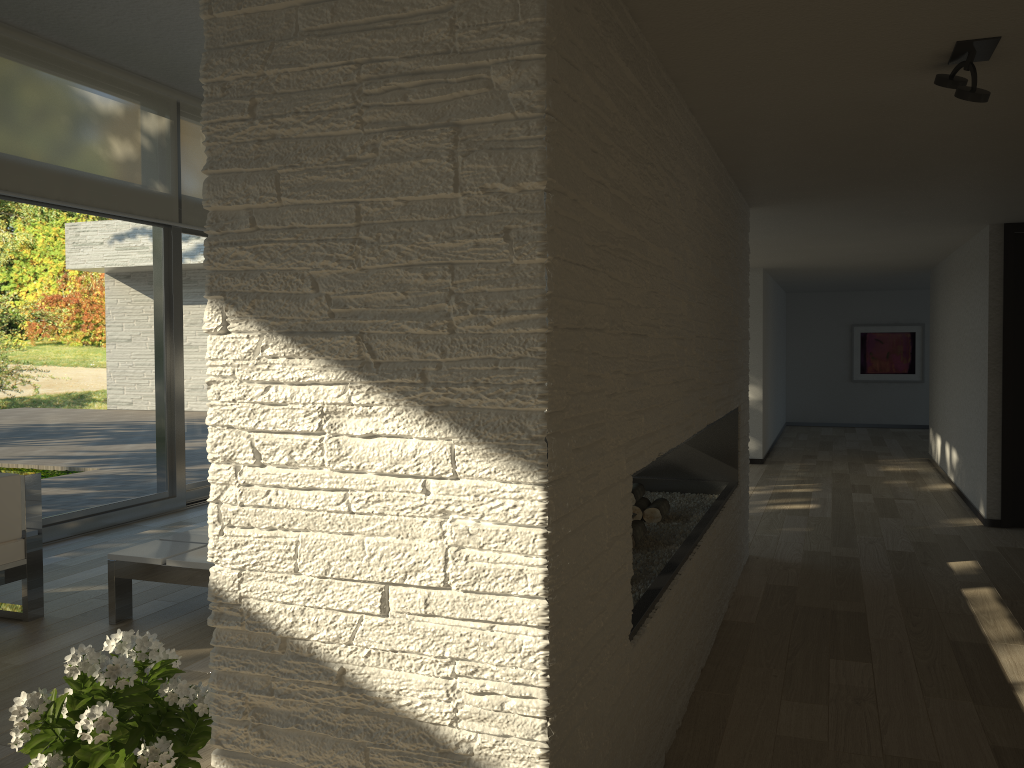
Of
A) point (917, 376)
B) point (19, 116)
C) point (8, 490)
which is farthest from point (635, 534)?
point (917, 376)

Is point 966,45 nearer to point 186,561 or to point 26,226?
point 186,561

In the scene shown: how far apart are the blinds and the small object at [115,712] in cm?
402

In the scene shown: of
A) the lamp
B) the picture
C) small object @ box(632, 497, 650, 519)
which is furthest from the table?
the picture

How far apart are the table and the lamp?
3.12m

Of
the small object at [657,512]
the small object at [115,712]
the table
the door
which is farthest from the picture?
the small object at [115,712]

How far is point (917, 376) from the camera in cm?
1245

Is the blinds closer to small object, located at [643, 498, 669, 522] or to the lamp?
small object, located at [643, 498, 669, 522]

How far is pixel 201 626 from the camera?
3.79m

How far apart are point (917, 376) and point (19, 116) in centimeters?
1134cm
